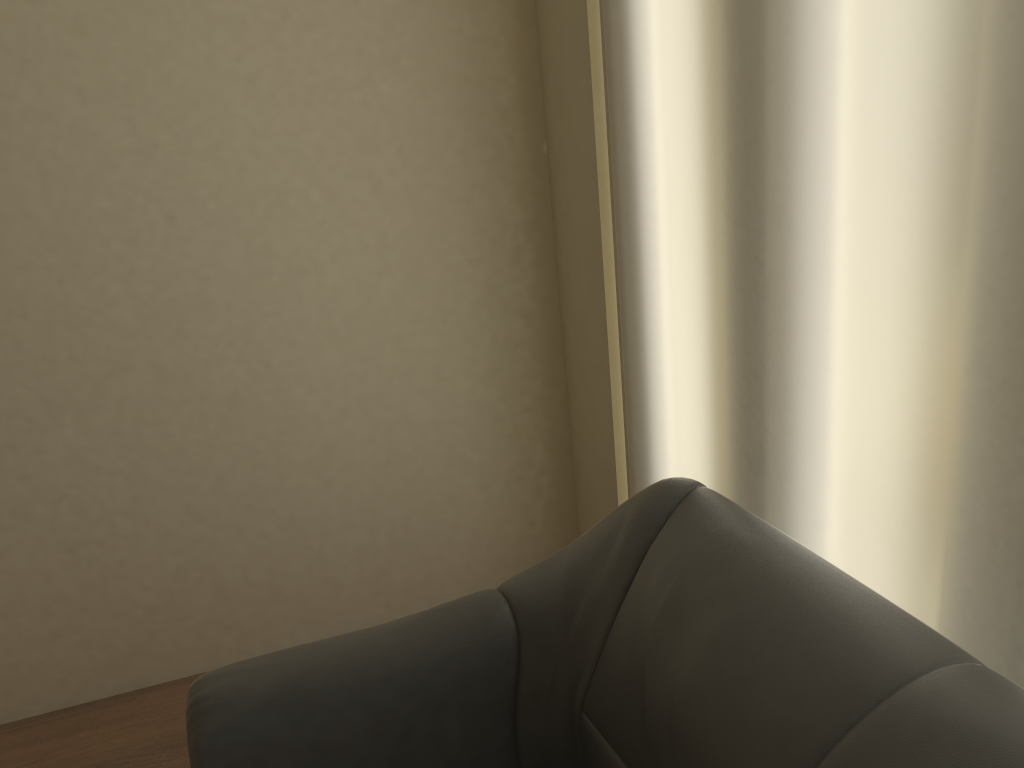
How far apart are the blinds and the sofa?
0.2m

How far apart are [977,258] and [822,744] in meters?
0.6

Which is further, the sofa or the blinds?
the blinds

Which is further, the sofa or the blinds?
the blinds

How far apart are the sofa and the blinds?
0.2m

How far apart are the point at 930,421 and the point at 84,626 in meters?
2.2 m

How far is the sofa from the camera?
0.9m

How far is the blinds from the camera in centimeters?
102cm

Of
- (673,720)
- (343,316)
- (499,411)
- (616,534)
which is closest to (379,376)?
(343,316)
